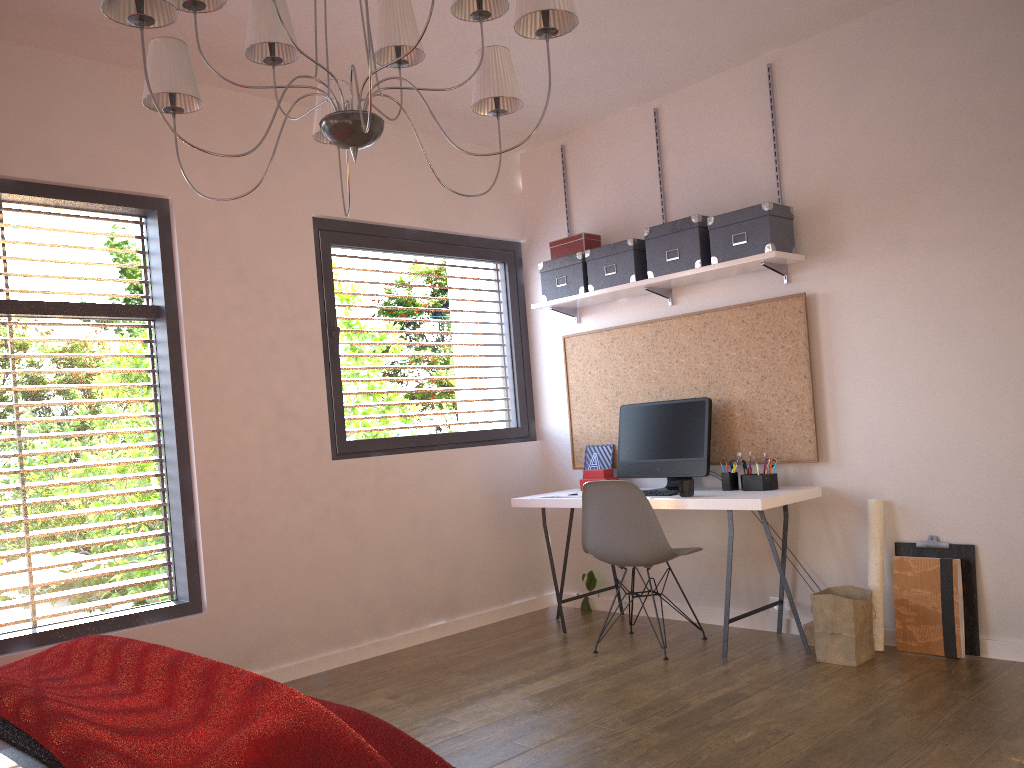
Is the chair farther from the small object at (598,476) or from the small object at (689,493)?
the small object at (598,476)

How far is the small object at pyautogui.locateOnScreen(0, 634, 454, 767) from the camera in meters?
1.7

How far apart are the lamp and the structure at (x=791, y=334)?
2.12m

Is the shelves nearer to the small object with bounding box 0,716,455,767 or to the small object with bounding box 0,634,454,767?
the small object with bounding box 0,634,454,767

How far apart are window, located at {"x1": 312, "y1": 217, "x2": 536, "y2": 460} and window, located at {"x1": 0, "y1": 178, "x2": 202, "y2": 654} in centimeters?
80cm

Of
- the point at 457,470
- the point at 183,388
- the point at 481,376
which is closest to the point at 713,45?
the point at 481,376

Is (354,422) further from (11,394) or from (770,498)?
(770,498)

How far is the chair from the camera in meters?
4.2 m

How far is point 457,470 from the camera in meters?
5.2 m

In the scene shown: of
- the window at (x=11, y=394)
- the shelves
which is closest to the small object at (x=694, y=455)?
the shelves
